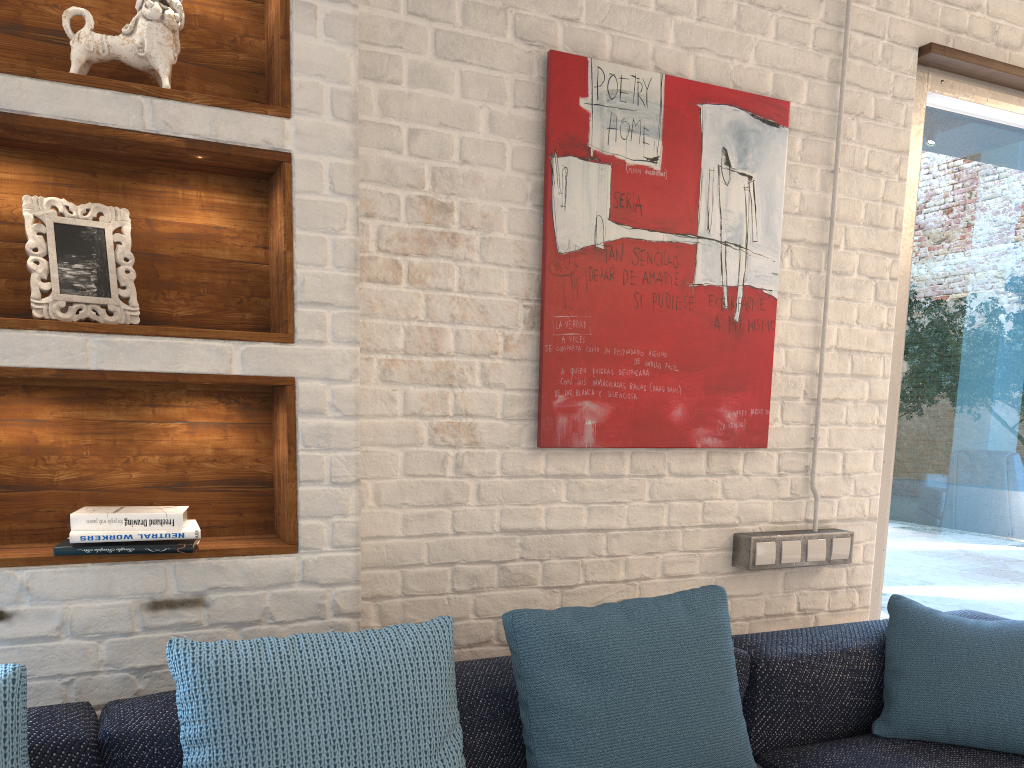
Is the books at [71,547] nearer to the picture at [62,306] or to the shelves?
the shelves

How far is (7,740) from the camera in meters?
1.3

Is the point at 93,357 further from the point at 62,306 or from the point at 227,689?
the point at 227,689

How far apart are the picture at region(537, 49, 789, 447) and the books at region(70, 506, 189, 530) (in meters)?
0.88

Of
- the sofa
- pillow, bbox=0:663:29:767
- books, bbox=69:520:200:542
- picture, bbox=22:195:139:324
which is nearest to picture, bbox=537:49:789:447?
the sofa

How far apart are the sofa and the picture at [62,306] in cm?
71

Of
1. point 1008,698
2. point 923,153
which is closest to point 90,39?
point 1008,698

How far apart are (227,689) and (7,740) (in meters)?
0.32

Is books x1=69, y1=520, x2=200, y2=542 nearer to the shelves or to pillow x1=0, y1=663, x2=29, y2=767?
the shelves

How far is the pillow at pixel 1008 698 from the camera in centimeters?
199cm
